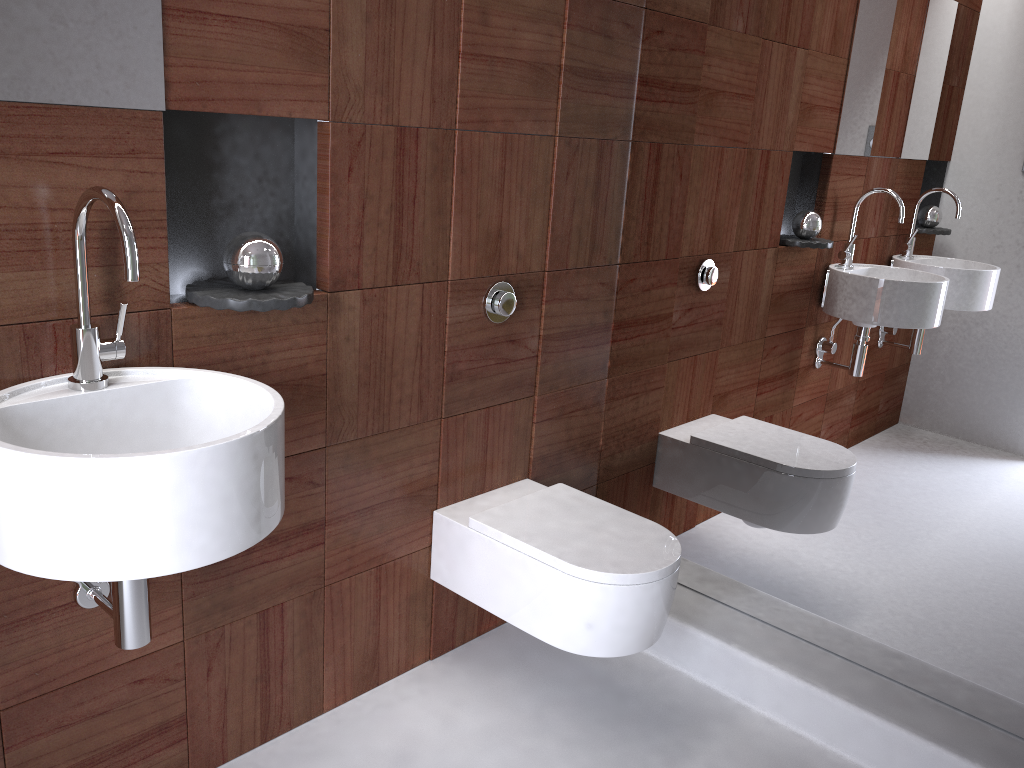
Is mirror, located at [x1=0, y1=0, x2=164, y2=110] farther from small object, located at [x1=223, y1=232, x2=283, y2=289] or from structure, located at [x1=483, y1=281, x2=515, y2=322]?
structure, located at [x1=483, y1=281, x2=515, y2=322]

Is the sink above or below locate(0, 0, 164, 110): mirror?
below

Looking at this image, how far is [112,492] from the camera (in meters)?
1.08

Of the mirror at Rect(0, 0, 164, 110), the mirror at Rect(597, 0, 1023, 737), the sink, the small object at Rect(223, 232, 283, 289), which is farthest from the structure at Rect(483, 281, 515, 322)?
the mirror at Rect(0, 0, 164, 110)

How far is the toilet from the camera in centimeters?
181cm

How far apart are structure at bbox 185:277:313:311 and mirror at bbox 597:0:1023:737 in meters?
1.0

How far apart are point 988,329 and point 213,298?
1.5 meters

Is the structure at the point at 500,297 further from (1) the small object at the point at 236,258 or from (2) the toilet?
(1) the small object at the point at 236,258

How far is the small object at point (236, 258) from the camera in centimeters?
152cm

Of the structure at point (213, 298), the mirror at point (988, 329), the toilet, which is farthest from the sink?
the mirror at point (988, 329)
